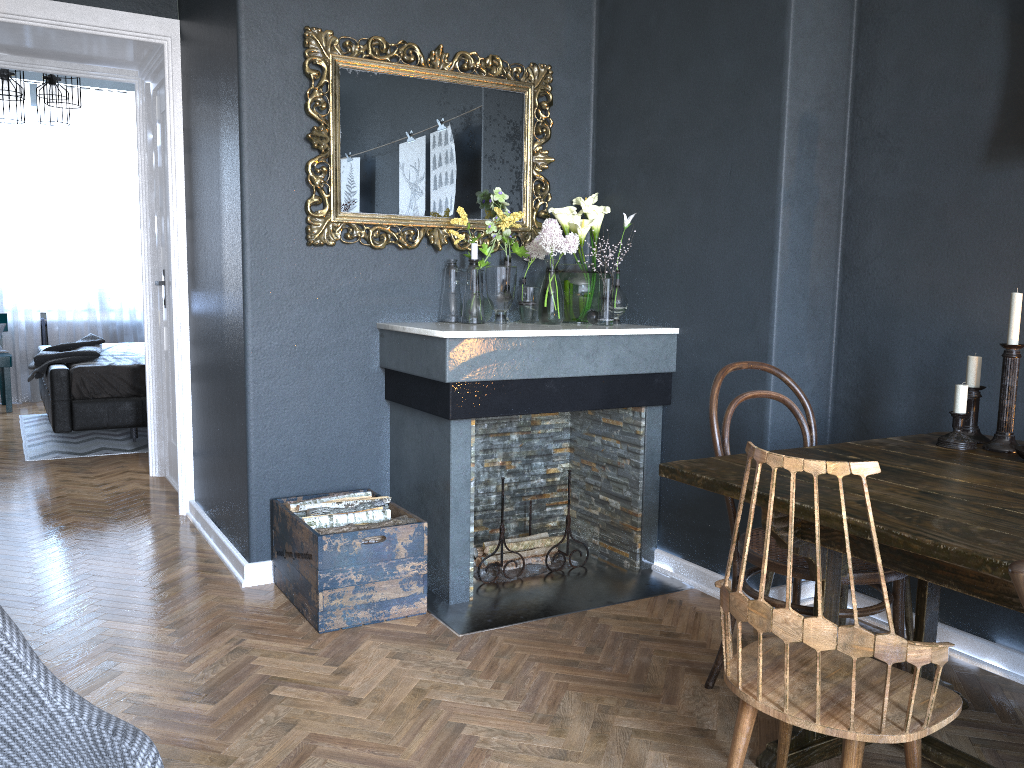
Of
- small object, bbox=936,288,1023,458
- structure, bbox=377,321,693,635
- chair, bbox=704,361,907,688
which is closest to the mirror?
structure, bbox=377,321,693,635

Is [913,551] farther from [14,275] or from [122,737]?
[14,275]

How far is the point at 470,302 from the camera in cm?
343

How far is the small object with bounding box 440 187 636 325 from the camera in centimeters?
343cm

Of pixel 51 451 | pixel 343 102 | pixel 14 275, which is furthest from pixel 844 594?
pixel 14 275

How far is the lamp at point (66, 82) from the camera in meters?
5.7 m

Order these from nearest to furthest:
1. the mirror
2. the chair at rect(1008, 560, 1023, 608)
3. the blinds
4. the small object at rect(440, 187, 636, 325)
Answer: the chair at rect(1008, 560, 1023, 608) < the mirror < the small object at rect(440, 187, 636, 325) < the blinds

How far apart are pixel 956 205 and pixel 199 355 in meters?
3.1

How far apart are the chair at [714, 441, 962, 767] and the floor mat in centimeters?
492cm

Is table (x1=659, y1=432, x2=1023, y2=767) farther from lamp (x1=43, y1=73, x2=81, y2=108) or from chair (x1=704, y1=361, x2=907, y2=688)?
lamp (x1=43, y1=73, x2=81, y2=108)
